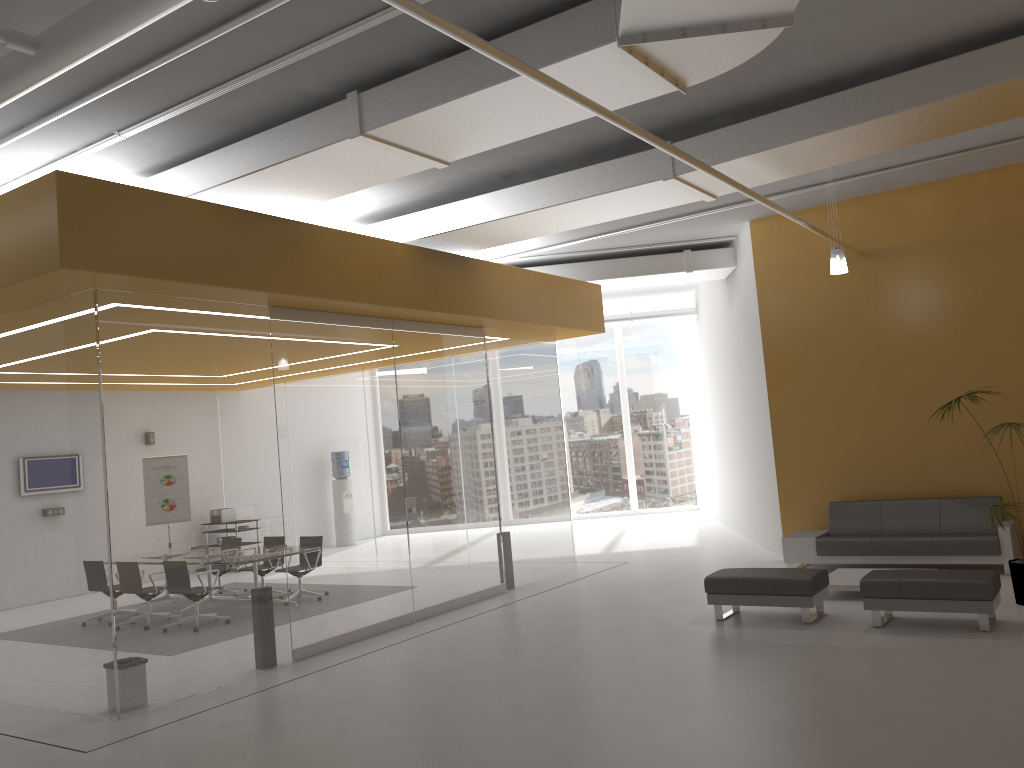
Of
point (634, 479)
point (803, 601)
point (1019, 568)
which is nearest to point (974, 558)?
point (1019, 568)

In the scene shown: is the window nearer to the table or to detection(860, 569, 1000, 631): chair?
the table

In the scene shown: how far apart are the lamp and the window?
10.7 meters

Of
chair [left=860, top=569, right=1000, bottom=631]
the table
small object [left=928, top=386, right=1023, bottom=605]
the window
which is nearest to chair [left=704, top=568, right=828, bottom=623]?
chair [left=860, top=569, right=1000, bottom=631]

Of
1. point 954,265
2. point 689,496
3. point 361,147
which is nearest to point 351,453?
point 361,147

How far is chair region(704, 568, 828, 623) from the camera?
7.8 meters

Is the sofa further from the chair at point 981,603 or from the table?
the chair at point 981,603

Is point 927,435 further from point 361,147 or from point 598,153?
point 361,147

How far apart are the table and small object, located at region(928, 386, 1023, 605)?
1.36m

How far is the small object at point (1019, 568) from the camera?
7.8m
